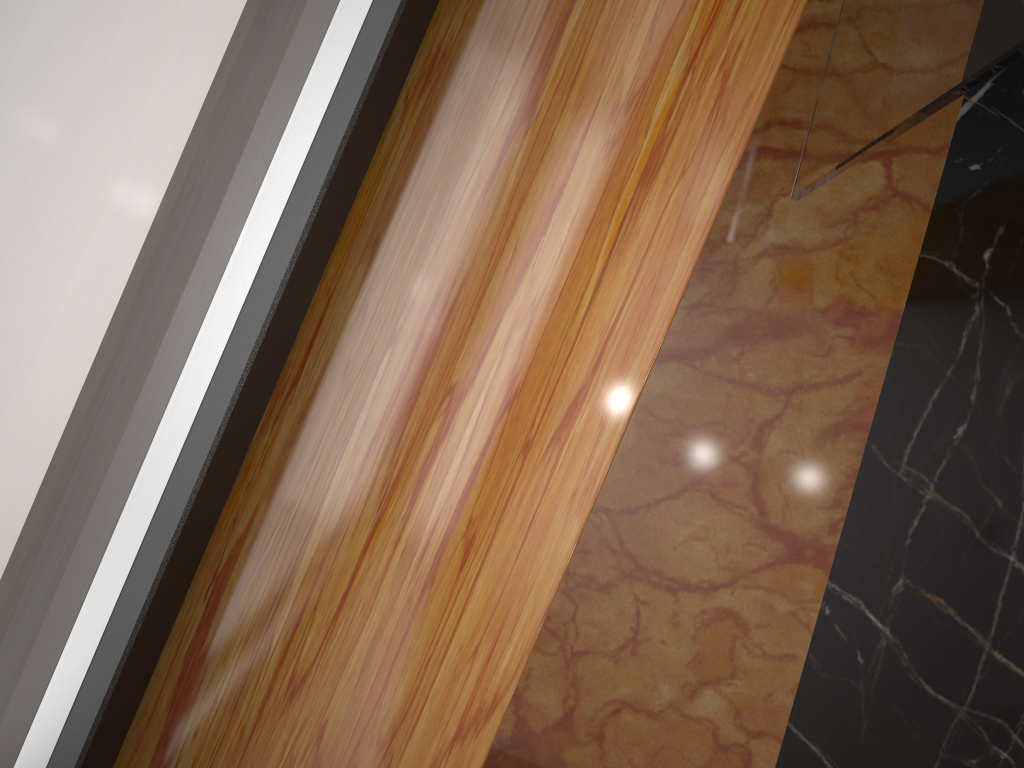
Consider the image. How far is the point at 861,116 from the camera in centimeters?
85cm

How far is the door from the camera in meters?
0.6

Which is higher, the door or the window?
the window

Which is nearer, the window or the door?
the window

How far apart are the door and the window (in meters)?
0.42

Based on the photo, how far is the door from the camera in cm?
62

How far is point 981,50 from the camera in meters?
0.6

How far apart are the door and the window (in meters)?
0.42

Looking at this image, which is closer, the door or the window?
the window
